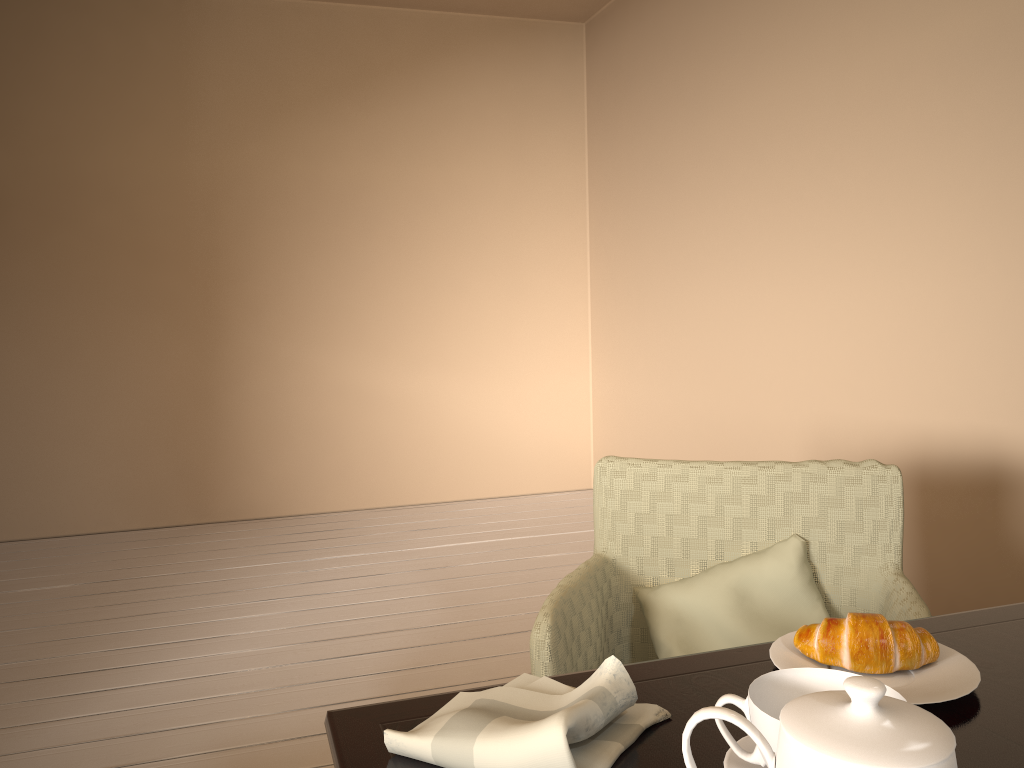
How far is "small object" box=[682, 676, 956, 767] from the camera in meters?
0.5

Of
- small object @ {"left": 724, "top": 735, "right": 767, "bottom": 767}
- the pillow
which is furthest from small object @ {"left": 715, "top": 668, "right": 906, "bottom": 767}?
the pillow

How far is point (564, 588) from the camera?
1.4m

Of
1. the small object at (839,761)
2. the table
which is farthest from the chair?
the small object at (839,761)

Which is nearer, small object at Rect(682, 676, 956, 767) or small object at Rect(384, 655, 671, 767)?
small object at Rect(682, 676, 956, 767)

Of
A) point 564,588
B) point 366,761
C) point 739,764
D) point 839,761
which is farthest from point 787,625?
point 839,761

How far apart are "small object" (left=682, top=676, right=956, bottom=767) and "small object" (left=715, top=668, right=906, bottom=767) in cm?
11

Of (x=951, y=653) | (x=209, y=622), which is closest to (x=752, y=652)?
(x=951, y=653)

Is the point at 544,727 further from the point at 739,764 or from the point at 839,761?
the point at 839,761

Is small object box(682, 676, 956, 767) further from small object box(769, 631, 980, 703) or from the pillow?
the pillow
